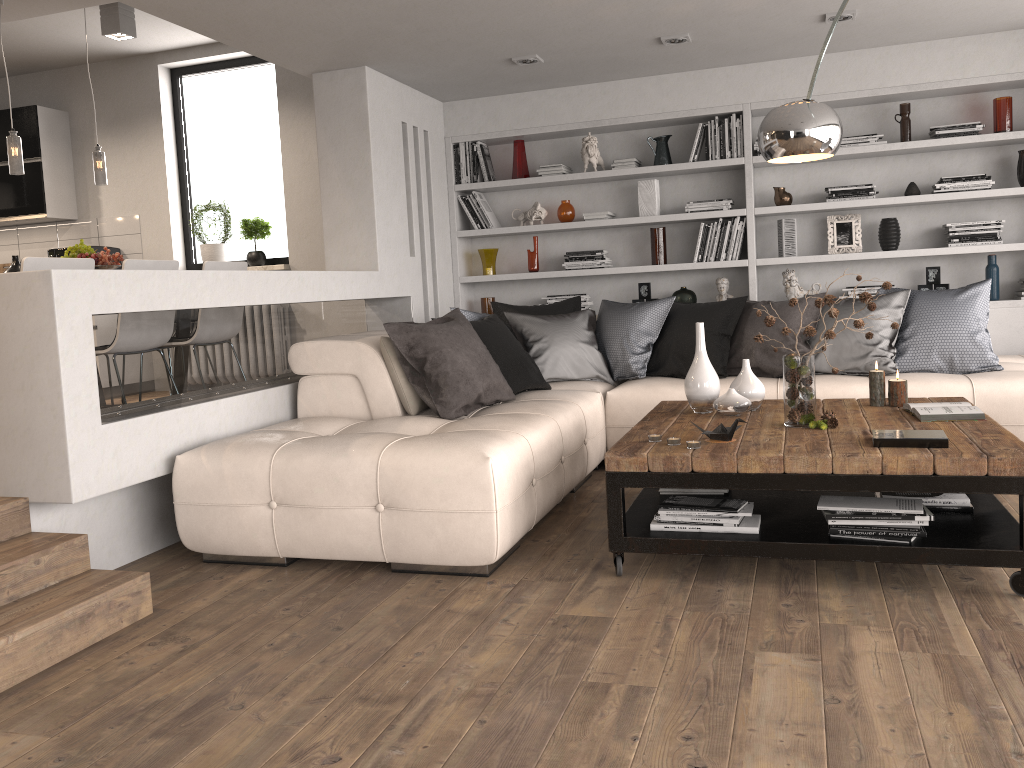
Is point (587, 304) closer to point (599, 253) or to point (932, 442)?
point (599, 253)

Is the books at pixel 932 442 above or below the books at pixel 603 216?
below

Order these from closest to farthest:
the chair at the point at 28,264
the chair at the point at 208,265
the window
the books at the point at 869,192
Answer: the chair at the point at 28,264, the chair at the point at 208,265, the books at the point at 869,192, the window

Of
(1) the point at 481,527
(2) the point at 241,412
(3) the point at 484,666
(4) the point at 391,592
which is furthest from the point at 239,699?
(2) the point at 241,412

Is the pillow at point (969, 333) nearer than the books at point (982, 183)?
Yes

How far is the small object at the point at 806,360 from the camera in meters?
3.4 m

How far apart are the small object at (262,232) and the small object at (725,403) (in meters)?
4.30

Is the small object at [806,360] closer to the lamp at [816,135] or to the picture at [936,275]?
the lamp at [816,135]

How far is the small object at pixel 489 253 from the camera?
6.6m

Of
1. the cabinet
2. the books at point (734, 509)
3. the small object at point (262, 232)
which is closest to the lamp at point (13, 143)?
the small object at point (262, 232)
